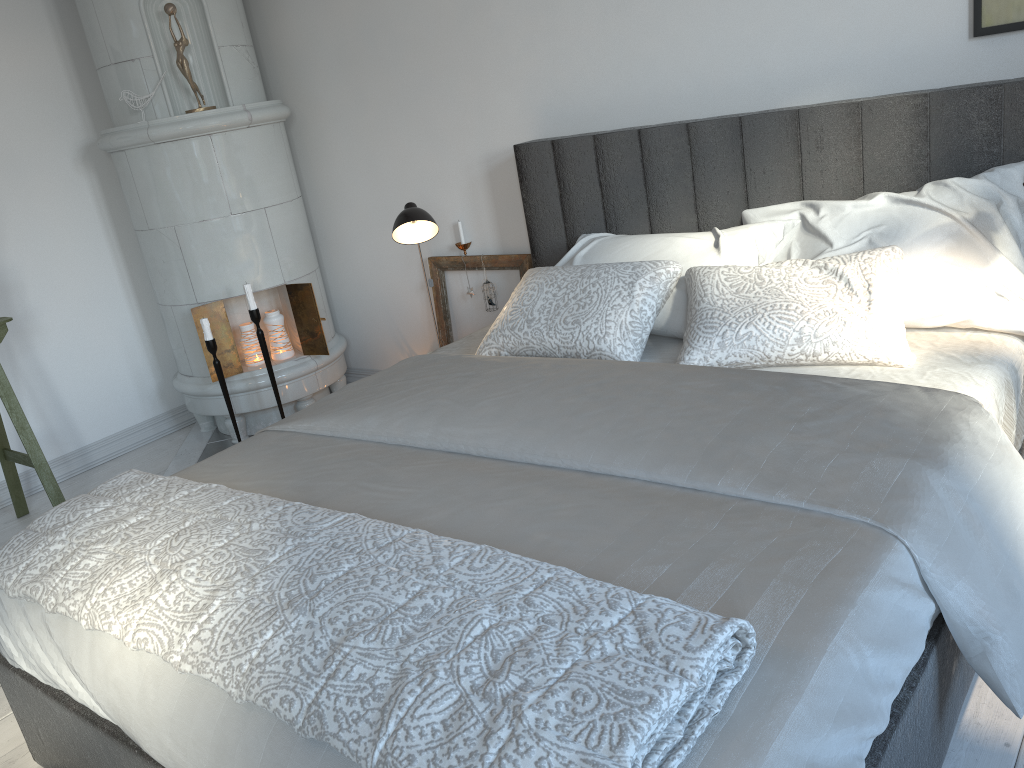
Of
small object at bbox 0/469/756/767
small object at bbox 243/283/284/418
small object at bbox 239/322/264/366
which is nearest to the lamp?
small object at bbox 243/283/284/418

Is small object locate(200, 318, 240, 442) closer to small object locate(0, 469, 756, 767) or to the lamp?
the lamp

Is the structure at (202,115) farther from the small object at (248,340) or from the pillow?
the pillow

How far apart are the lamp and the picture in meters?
1.6 m

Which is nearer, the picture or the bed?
the bed

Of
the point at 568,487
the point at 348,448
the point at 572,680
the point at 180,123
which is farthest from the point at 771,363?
the point at 180,123

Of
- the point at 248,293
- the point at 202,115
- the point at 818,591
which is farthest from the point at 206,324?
the point at 818,591

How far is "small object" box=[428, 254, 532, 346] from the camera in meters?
3.4

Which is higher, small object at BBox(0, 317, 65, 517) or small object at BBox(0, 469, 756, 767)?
small object at BBox(0, 469, 756, 767)

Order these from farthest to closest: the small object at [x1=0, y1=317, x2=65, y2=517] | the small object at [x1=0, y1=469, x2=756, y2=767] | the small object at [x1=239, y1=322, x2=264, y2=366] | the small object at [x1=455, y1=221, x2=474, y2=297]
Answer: the small object at [x1=239, y1=322, x2=264, y2=366] → the small object at [x1=455, y1=221, x2=474, y2=297] → the small object at [x1=0, y1=317, x2=65, y2=517] → the small object at [x1=0, y1=469, x2=756, y2=767]
